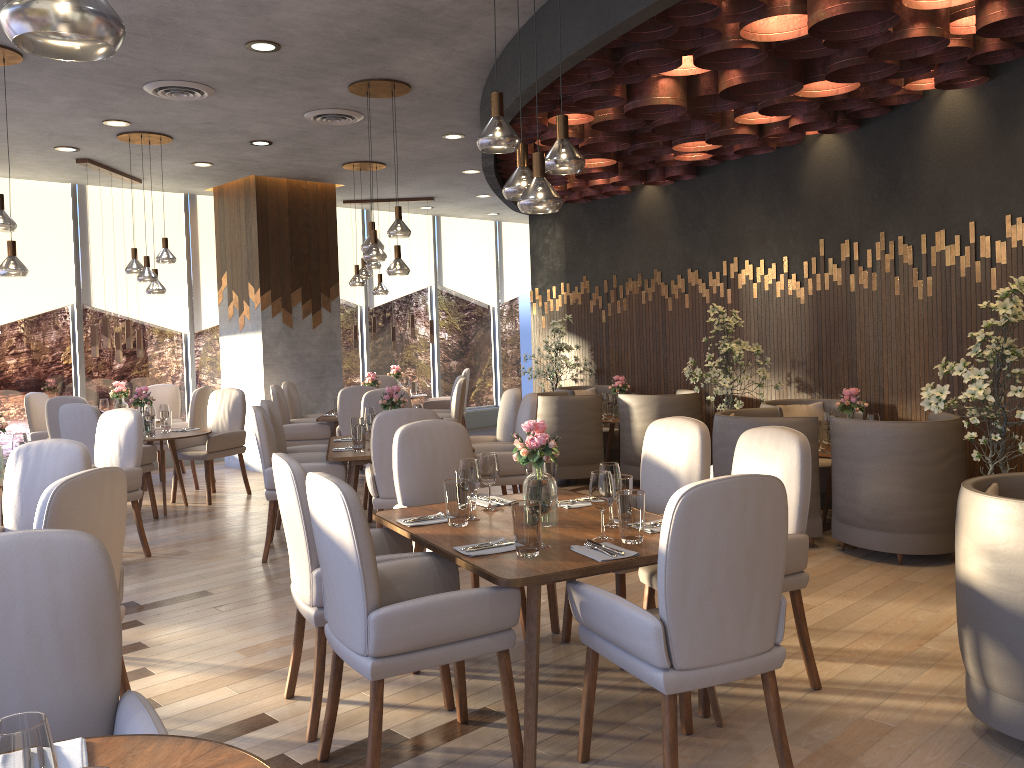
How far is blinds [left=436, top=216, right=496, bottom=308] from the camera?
13.17m

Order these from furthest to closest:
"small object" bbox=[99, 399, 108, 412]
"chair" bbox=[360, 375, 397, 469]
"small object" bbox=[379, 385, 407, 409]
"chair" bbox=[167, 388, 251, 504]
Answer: "chair" bbox=[360, 375, 397, 469]
"small object" bbox=[99, 399, 108, 412]
"chair" bbox=[167, 388, 251, 504]
"small object" bbox=[379, 385, 407, 409]

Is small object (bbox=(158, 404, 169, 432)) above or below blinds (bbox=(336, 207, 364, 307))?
below

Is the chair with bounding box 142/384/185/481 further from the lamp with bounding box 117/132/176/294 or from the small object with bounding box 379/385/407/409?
the small object with bounding box 379/385/407/409

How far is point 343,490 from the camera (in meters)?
2.64

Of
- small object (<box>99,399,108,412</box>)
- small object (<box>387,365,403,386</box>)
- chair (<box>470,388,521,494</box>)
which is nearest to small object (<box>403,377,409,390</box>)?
small object (<box>387,365,403,386</box>)

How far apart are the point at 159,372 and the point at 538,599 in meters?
8.6

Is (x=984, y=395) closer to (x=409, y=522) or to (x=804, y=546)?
(x=804, y=546)

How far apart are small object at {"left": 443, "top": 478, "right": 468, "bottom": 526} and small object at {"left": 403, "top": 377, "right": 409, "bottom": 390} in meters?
8.0 m

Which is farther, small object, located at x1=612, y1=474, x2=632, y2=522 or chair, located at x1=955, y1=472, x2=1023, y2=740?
small object, located at x1=612, y1=474, x2=632, y2=522
